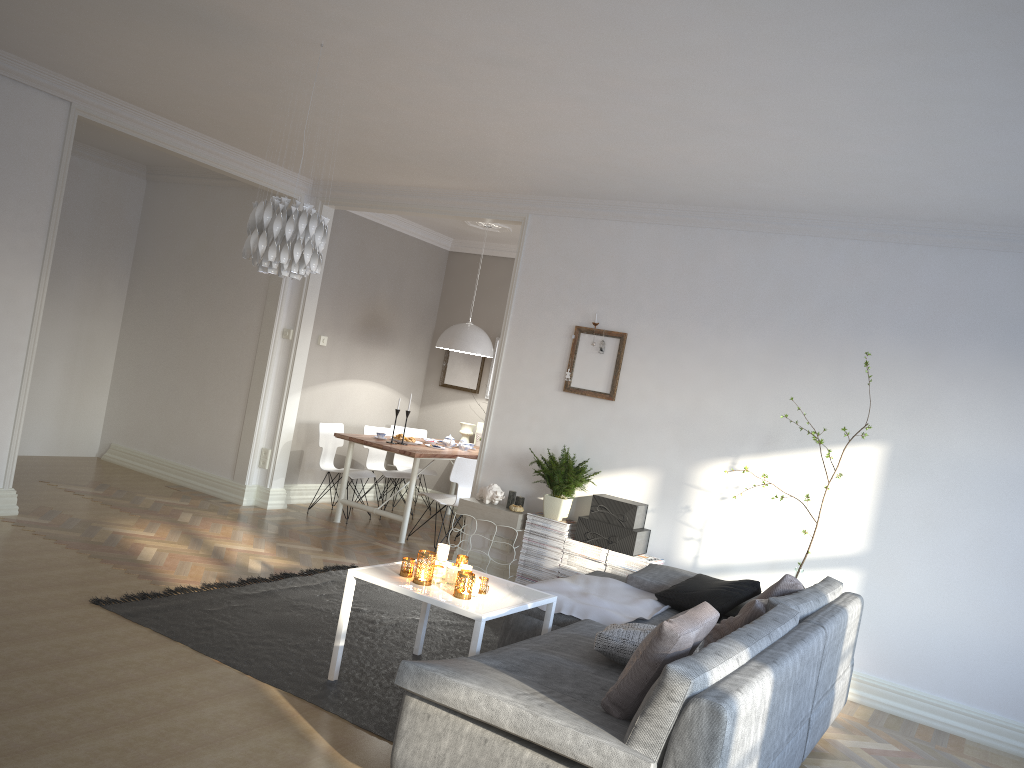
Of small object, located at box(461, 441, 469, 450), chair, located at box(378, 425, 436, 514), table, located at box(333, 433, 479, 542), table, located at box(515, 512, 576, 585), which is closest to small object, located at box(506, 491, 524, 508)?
table, located at box(515, 512, 576, 585)

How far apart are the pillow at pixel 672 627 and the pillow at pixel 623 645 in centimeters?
33cm

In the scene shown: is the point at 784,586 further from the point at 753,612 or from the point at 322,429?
the point at 322,429

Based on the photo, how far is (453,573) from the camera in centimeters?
398cm

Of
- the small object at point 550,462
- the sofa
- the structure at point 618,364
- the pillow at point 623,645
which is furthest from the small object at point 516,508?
the pillow at point 623,645

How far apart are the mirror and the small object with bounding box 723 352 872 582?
4.6m

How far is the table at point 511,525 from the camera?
6.0 meters

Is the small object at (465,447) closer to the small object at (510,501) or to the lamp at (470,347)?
the lamp at (470,347)

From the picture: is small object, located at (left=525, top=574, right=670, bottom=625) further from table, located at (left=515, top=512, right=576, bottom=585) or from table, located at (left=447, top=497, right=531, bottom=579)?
table, located at (left=447, top=497, right=531, bottom=579)

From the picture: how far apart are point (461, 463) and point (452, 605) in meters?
Answer: 3.4
